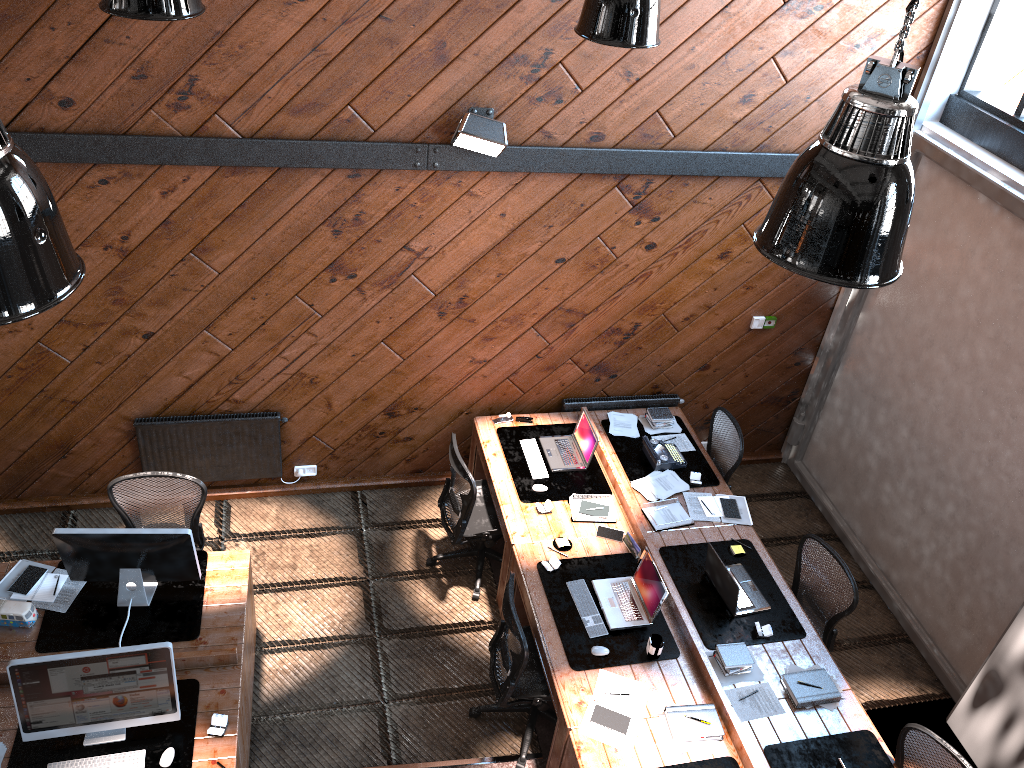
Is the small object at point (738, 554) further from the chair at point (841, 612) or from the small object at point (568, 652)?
the small object at point (568, 652)

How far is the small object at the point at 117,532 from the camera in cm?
480

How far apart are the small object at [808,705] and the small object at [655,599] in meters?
0.8 m

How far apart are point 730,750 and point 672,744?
0.3 meters

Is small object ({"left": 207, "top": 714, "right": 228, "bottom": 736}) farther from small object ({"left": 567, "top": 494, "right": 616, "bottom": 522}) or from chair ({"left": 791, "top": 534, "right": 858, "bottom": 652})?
chair ({"left": 791, "top": 534, "right": 858, "bottom": 652})

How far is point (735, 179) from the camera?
6.31m

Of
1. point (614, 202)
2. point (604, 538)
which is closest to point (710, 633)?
point (604, 538)

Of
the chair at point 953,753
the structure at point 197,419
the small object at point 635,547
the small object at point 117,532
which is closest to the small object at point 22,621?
the small object at point 117,532

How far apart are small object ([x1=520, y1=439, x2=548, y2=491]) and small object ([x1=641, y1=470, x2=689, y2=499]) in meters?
0.7 m

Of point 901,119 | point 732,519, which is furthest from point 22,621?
point 901,119
